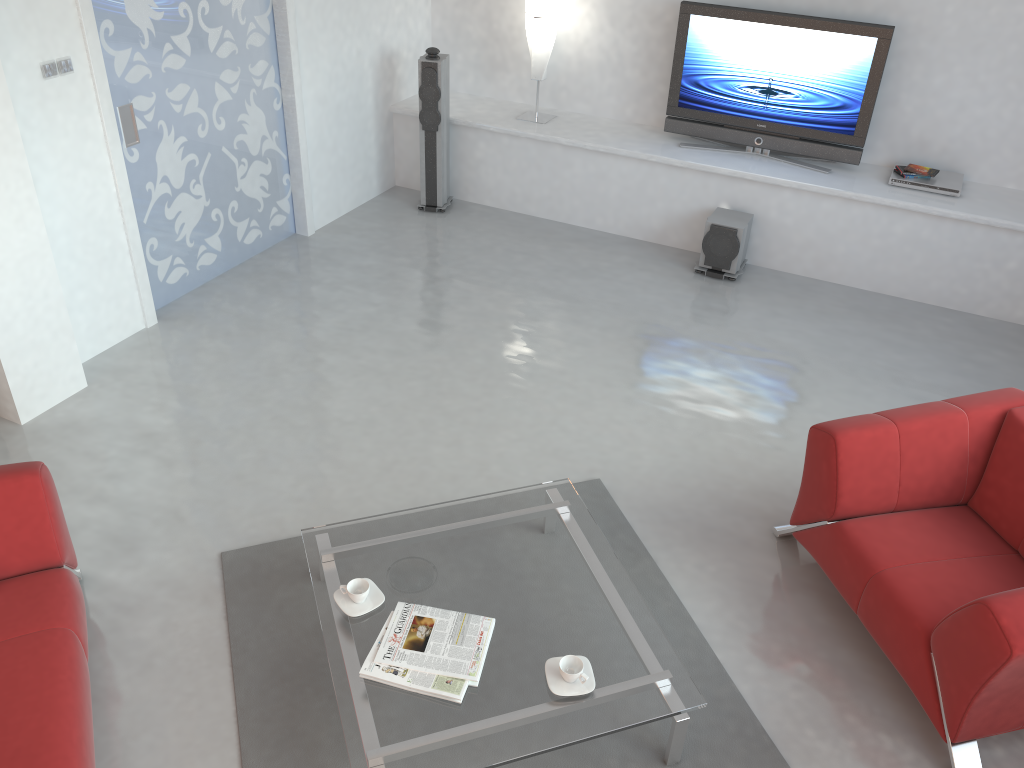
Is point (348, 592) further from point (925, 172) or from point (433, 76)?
point (925, 172)

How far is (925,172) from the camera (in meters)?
5.70

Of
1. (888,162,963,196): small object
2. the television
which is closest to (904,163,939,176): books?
(888,162,963,196): small object

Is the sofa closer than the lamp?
Yes

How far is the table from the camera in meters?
2.7 m

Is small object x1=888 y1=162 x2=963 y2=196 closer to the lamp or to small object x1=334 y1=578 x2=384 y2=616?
the lamp

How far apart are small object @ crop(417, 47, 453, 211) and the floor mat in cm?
333

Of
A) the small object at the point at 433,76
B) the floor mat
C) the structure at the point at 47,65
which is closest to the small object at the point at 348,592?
the floor mat

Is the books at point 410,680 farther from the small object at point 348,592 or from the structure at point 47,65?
the structure at point 47,65

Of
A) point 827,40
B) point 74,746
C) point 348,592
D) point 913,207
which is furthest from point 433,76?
point 74,746
